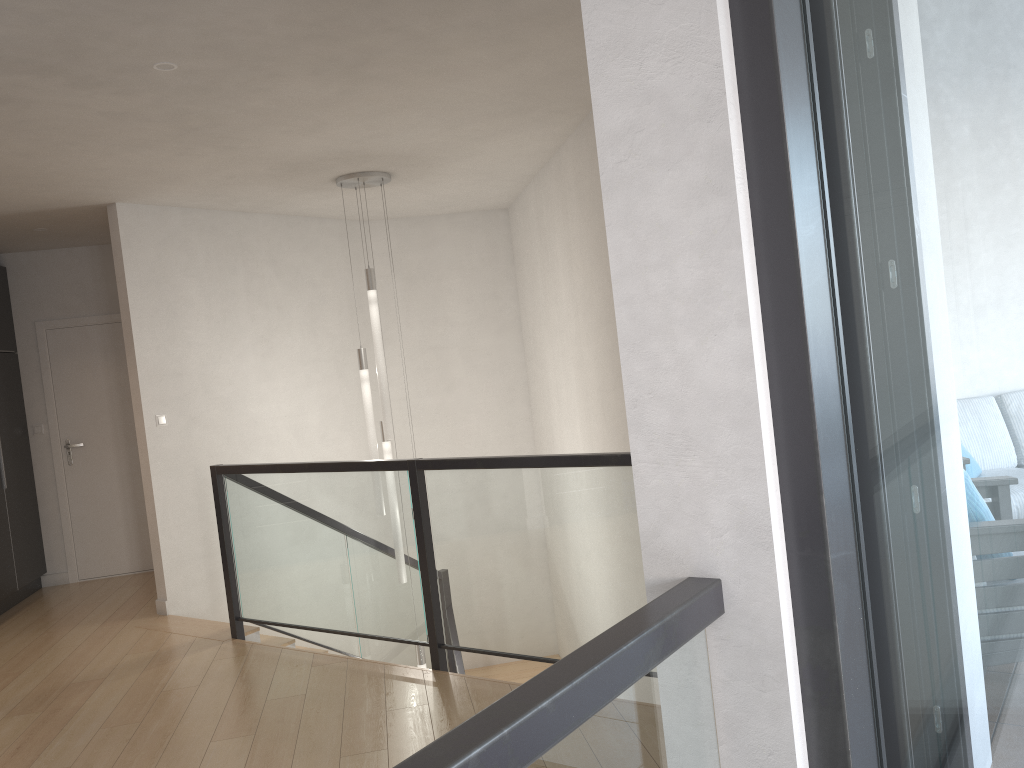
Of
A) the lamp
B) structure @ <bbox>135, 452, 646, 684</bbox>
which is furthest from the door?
the lamp

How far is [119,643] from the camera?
5.3m

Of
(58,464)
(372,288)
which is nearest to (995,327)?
(372,288)

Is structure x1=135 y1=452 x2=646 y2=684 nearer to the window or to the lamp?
the lamp

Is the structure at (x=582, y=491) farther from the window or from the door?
the window

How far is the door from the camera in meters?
7.2

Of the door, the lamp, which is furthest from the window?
the door

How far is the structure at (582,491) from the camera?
3.6m

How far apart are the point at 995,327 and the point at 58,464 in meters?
7.4 m

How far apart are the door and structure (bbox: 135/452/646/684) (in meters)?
1.78
